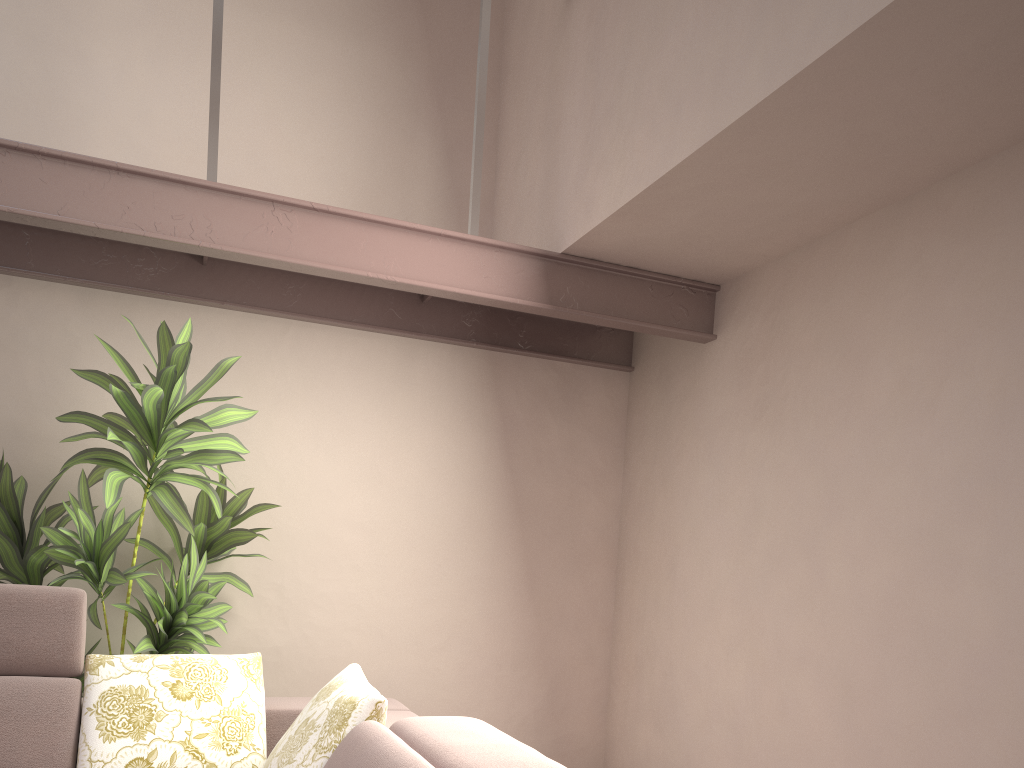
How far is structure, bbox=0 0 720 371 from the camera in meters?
2.7 m

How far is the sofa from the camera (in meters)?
2.05

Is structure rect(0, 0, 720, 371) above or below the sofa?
above

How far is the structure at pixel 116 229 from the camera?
2.65m

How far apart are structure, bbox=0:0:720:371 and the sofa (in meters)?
1.13

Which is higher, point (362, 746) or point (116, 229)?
point (116, 229)

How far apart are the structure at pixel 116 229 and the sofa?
1.1m

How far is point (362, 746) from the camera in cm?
205

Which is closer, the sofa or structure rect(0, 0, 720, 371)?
the sofa

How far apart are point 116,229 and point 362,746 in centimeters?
190cm
